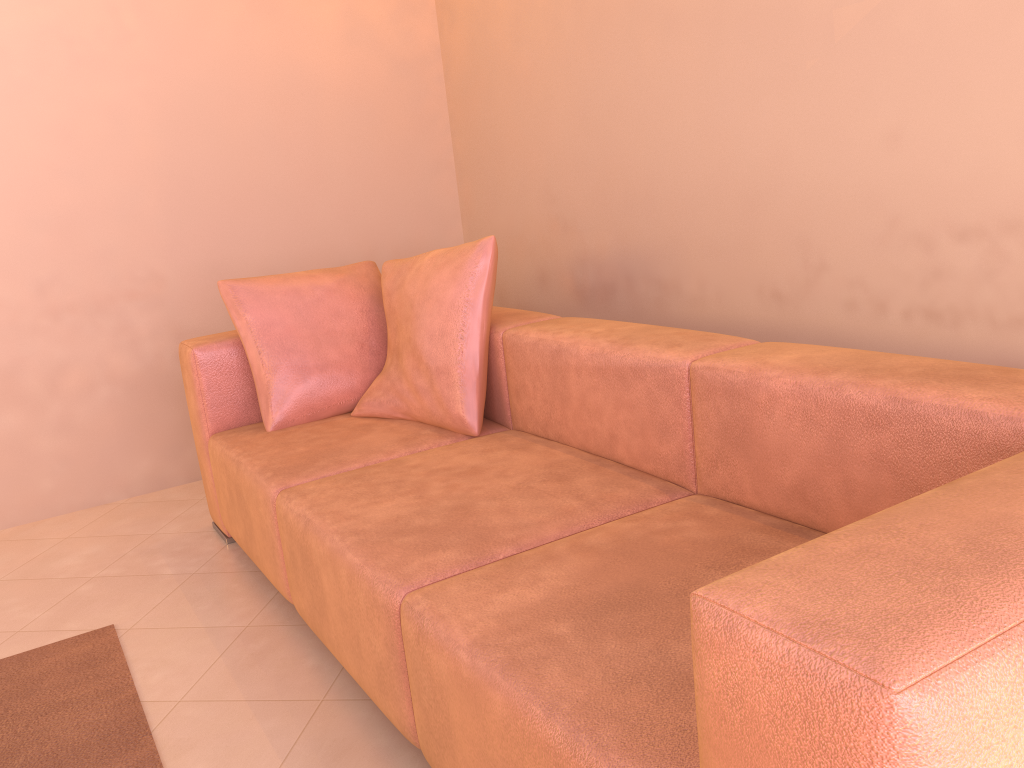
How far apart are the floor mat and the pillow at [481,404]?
0.9m

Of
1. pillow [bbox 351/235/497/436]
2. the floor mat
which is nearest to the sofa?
pillow [bbox 351/235/497/436]

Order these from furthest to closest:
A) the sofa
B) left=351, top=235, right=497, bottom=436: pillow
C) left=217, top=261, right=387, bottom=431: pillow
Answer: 1. left=217, top=261, right=387, bottom=431: pillow
2. left=351, top=235, right=497, bottom=436: pillow
3. the sofa

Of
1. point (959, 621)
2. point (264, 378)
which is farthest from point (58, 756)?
point (959, 621)

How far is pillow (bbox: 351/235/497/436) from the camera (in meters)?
2.42

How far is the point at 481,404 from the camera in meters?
2.4

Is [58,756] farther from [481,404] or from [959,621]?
[959,621]

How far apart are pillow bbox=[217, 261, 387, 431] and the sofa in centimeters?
4cm

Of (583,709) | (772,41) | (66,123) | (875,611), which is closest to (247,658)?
(583,709)

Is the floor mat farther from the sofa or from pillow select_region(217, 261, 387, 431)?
pillow select_region(217, 261, 387, 431)
